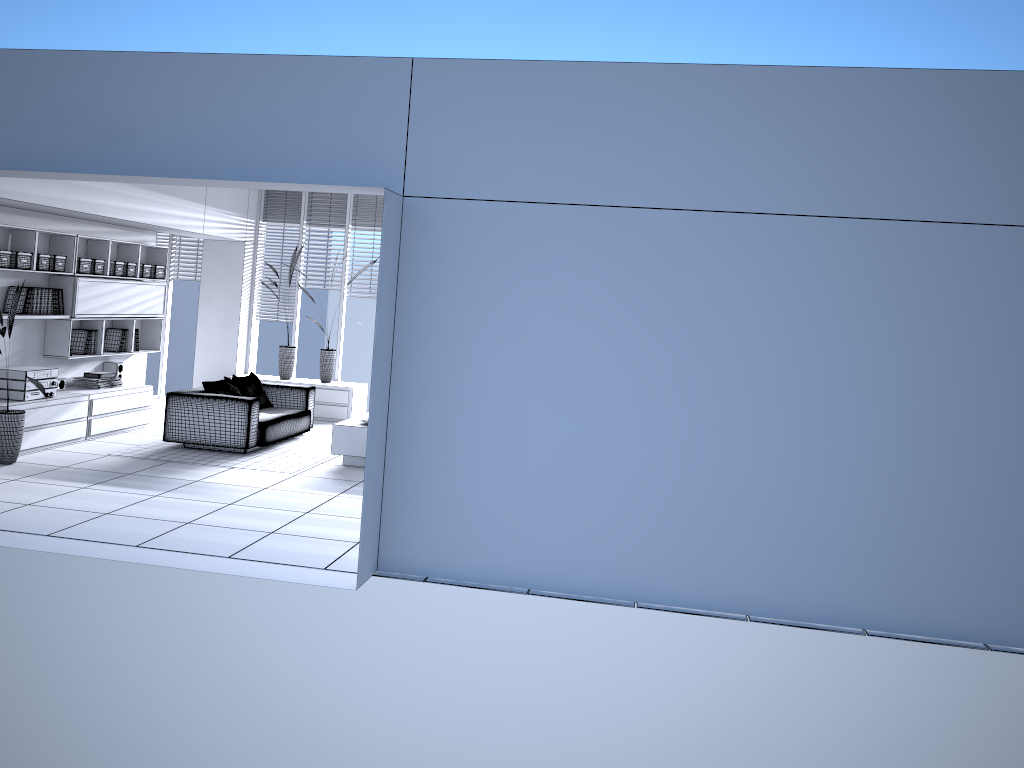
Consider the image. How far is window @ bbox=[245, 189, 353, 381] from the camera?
11.71m

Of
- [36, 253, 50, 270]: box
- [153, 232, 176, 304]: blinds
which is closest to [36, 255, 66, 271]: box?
[36, 253, 50, 270]: box

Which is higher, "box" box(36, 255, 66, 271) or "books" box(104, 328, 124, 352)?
"box" box(36, 255, 66, 271)

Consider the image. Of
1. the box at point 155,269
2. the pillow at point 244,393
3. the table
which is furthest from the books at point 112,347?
the table

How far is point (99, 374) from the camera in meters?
9.3

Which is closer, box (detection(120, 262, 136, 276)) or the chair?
the chair

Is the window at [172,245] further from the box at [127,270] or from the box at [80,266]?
the box at [80,266]

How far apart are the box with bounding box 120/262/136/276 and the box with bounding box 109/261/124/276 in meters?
0.1 m

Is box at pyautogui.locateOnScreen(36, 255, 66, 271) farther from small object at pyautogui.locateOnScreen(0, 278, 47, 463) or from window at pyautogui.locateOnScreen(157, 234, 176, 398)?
window at pyautogui.locateOnScreen(157, 234, 176, 398)

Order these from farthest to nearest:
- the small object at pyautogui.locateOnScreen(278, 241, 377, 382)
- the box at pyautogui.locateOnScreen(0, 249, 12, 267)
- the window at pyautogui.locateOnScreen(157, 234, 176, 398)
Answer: the window at pyautogui.locateOnScreen(157, 234, 176, 398) → the small object at pyautogui.locateOnScreen(278, 241, 377, 382) → the box at pyautogui.locateOnScreen(0, 249, 12, 267)
